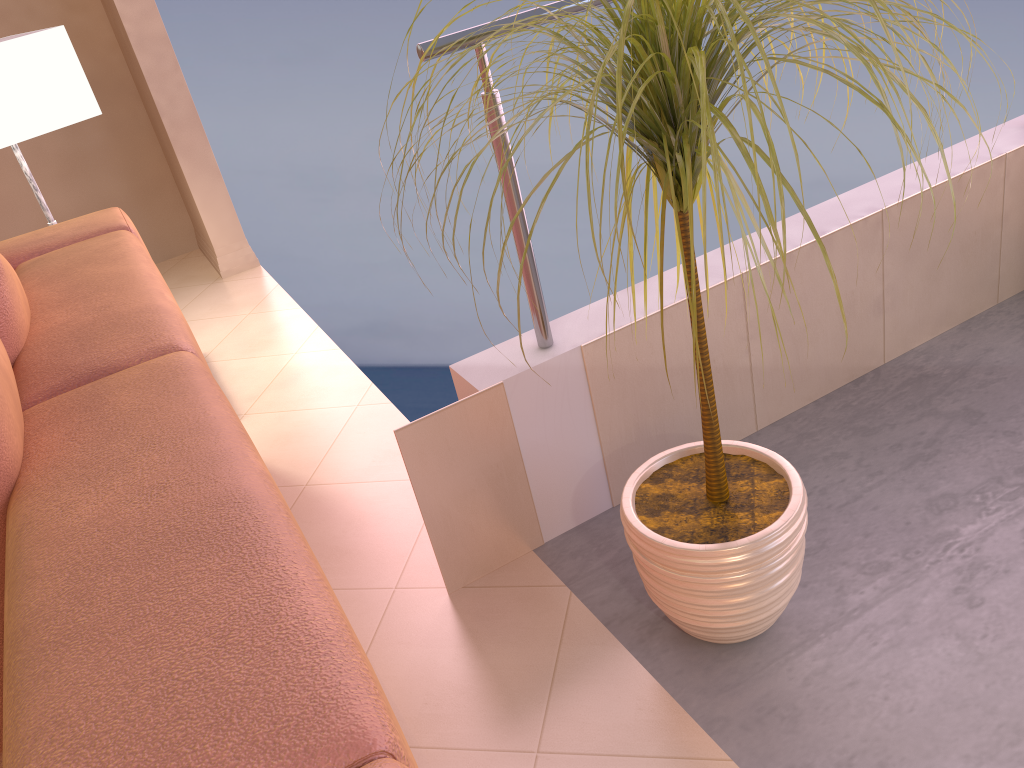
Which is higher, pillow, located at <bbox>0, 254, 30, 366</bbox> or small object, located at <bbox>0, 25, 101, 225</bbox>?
small object, located at <bbox>0, 25, 101, 225</bbox>

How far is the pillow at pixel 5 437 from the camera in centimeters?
88cm

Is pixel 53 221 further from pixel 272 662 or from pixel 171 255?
pixel 272 662

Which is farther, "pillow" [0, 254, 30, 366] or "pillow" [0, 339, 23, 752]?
"pillow" [0, 254, 30, 366]

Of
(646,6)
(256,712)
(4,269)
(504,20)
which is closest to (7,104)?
(4,269)

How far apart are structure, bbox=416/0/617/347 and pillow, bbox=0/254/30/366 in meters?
0.6

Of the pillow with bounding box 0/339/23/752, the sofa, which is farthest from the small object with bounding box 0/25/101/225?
the pillow with bounding box 0/339/23/752

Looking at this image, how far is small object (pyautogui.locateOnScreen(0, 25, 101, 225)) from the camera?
2.0 meters

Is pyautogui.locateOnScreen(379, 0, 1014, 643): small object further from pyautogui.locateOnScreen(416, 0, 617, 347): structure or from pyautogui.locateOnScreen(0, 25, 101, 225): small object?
pyautogui.locateOnScreen(0, 25, 101, 225): small object

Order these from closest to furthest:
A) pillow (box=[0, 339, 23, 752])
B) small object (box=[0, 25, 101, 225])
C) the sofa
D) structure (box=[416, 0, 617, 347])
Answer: the sofa → pillow (box=[0, 339, 23, 752]) → structure (box=[416, 0, 617, 347]) → small object (box=[0, 25, 101, 225])
